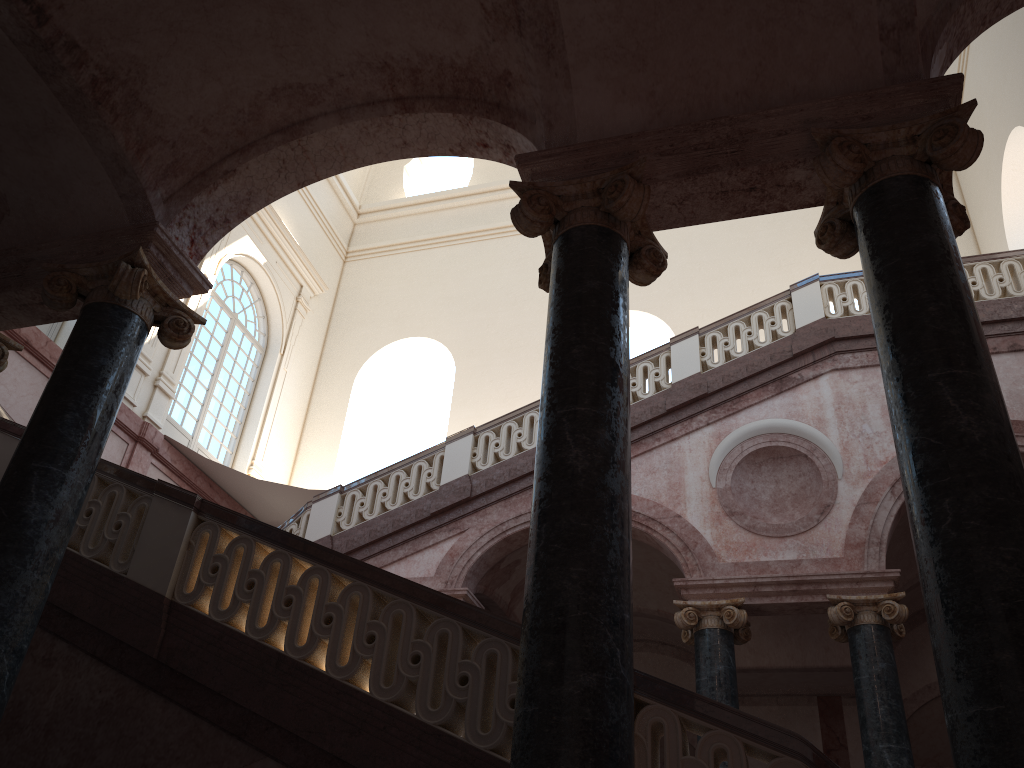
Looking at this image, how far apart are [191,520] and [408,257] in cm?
1431
